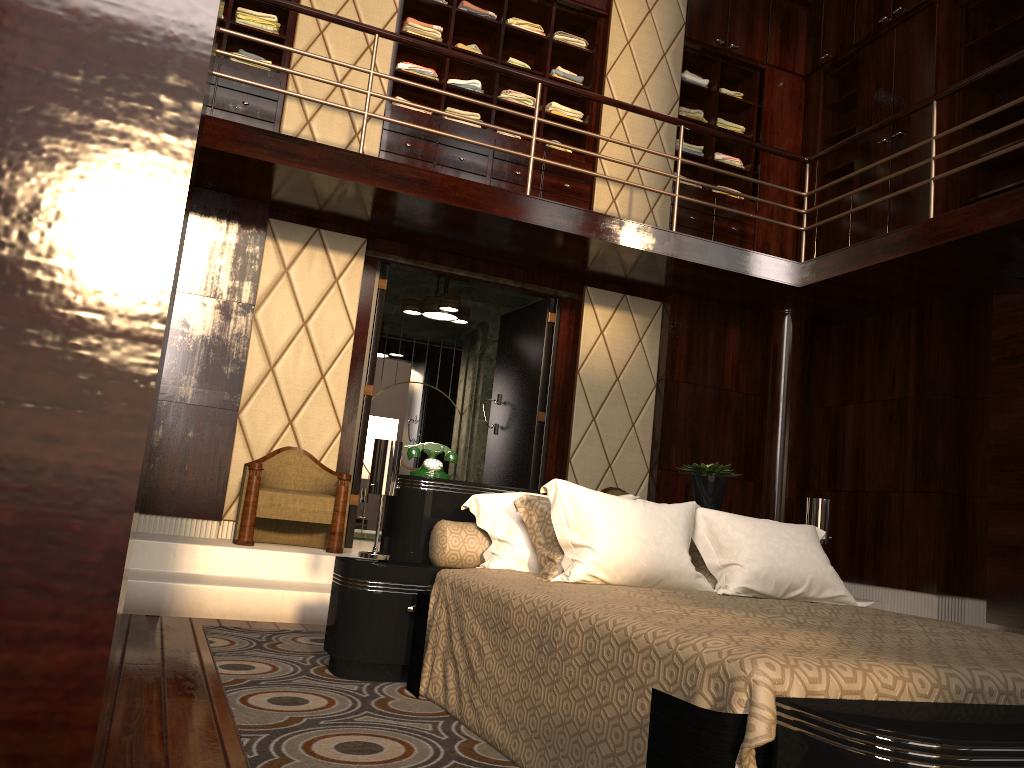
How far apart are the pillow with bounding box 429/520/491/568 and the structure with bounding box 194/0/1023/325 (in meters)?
2.36

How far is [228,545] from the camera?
4.4m

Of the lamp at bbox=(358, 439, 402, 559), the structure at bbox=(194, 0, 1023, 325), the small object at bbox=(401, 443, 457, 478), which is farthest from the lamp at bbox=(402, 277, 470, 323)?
the lamp at bbox=(358, 439, 402, 559)

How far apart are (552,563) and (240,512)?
2.43m

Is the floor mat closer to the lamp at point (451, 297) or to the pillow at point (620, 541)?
the pillow at point (620, 541)

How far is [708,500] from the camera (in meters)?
3.61

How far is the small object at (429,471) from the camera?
3.16m

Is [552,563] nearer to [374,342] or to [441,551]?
[441,551]

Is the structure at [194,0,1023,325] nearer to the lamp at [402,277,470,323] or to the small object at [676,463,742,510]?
the lamp at [402,277,470,323]

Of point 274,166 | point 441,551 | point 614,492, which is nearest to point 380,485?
point 441,551
